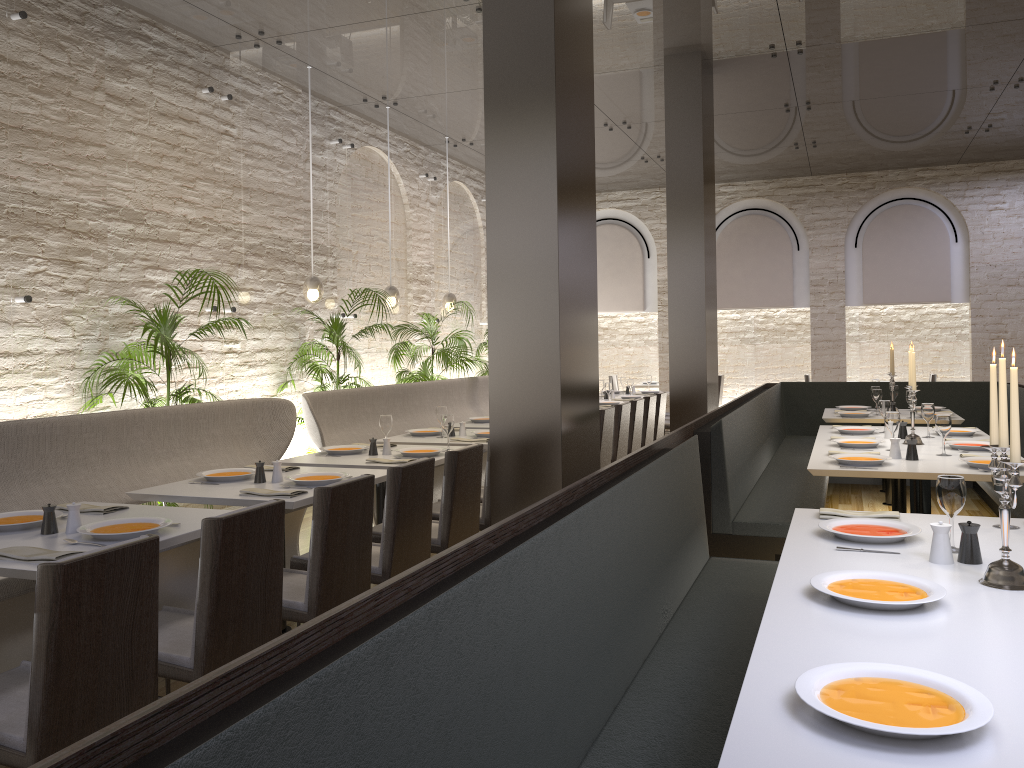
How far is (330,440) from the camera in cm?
683

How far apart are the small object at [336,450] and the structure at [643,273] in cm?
897

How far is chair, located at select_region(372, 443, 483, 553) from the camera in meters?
4.4

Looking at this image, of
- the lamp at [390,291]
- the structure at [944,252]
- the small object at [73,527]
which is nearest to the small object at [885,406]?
the lamp at [390,291]

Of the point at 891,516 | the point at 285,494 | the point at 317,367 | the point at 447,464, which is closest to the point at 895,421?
the point at 891,516

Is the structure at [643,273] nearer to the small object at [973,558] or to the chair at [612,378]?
the chair at [612,378]

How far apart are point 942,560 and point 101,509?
3.1 meters

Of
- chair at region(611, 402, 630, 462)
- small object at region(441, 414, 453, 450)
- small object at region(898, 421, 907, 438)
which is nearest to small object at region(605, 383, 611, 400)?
chair at region(611, 402, 630, 462)

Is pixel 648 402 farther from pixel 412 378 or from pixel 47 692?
pixel 47 692

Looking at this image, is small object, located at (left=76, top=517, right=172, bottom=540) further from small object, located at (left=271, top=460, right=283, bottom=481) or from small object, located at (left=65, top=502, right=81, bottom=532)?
small object, located at (left=271, top=460, right=283, bottom=481)
